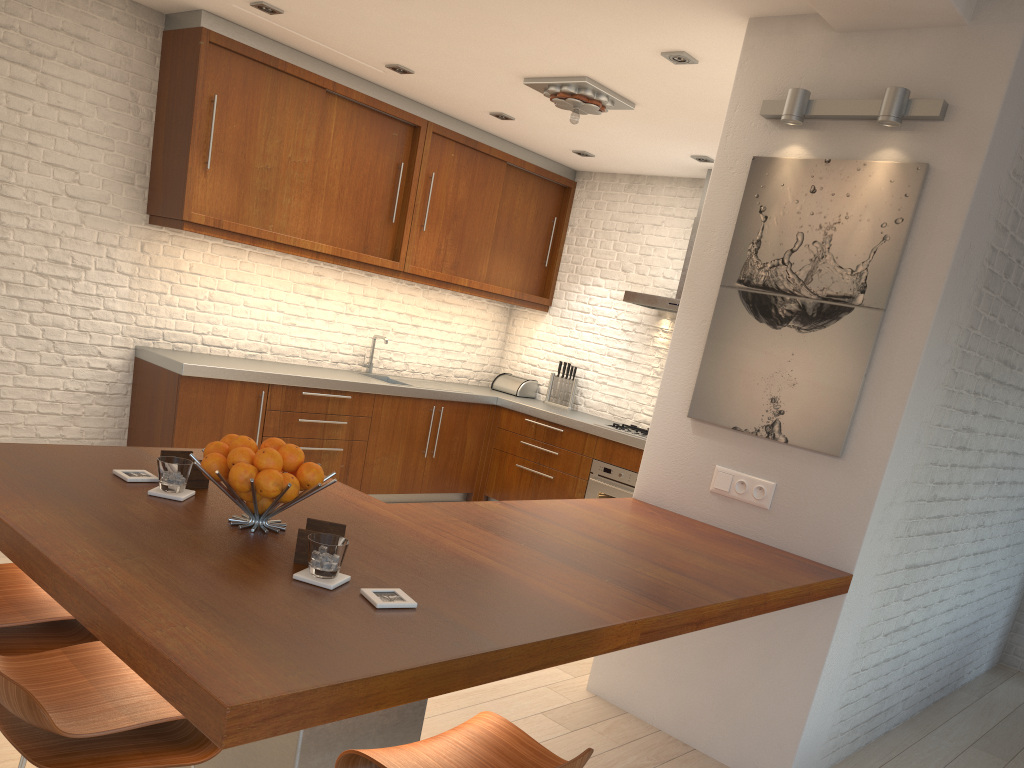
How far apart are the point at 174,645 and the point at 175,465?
1.0 meters

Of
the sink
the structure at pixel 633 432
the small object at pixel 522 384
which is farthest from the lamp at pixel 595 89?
the small object at pixel 522 384

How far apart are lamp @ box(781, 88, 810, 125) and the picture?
0.2m

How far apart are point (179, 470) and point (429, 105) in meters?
4.6 m

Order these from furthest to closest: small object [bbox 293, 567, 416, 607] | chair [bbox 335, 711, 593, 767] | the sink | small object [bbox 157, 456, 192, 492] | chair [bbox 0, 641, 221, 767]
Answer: the sink → small object [bbox 157, 456, 192, 492] → small object [bbox 293, 567, 416, 607] → chair [bbox 335, 711, 593, 767] → chair [bbox 0, 641, 221, 767]

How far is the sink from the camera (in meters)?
6.89

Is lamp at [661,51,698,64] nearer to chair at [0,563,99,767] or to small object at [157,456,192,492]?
small object at [157,456,192,492]

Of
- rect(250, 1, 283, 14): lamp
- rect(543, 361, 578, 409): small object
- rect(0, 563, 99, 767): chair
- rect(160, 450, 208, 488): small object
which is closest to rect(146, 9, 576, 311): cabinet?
rect(250, 1, 283, 14): lamp

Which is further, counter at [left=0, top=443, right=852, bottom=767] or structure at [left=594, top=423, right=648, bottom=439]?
structure at [left=594, top=423, right=648, bottom=439]

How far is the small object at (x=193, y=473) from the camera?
2.4m
